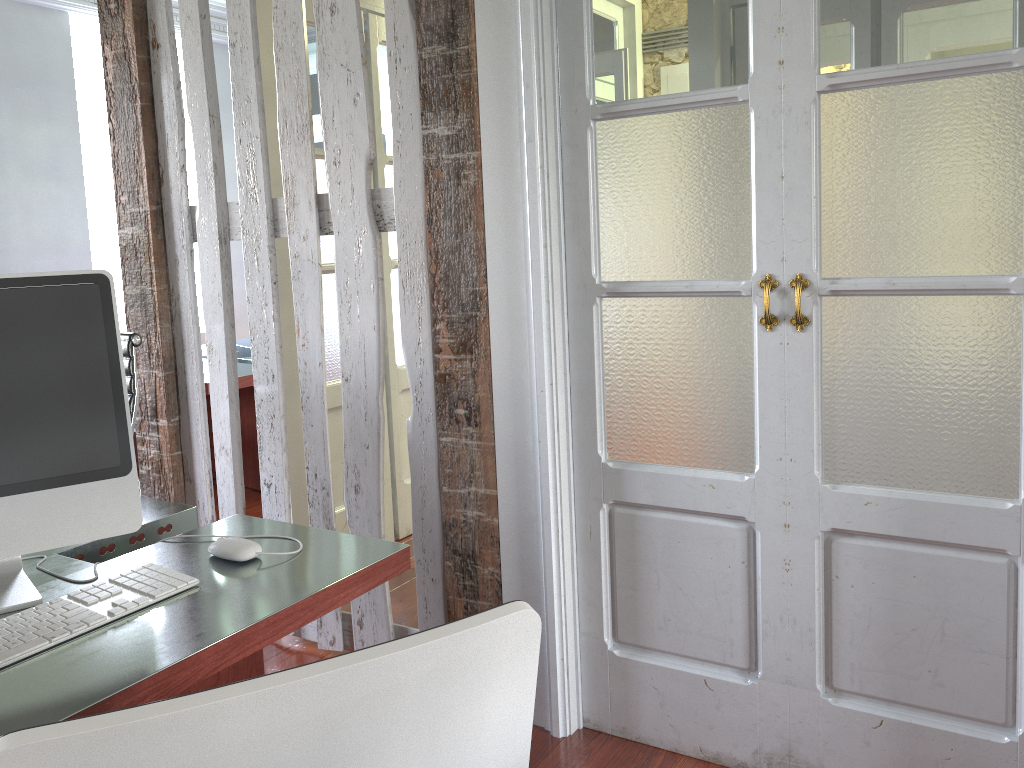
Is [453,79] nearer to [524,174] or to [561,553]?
[524,174]

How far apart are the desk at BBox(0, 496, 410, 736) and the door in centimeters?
155cm

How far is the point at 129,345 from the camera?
2.51m

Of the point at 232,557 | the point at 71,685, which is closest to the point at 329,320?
the point at 232,557

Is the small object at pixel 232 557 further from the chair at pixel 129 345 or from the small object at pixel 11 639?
the chair at pixel 129 345

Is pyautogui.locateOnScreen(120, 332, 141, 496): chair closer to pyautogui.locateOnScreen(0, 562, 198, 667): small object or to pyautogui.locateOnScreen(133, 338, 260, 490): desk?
pyautogui.locateOnScreen(0, 562, 198, 667): small object

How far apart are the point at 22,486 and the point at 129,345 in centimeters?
127cm

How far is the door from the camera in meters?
3.4

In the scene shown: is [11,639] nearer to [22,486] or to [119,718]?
[22,486]

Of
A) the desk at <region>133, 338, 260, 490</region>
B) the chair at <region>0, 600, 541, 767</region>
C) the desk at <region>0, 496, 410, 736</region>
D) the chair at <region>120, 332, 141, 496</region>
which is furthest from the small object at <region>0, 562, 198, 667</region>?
the desk at <region>133, 338, 260, 490</region>
